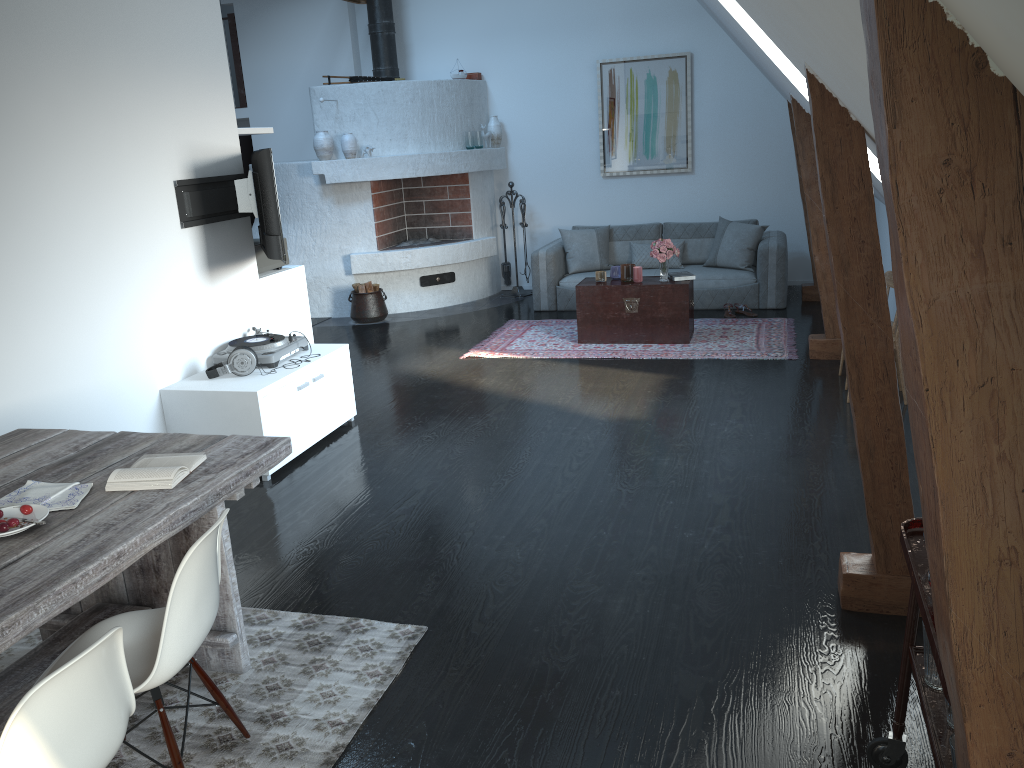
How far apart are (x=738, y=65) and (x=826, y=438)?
5.4 meters

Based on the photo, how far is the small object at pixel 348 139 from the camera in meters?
8.7 m

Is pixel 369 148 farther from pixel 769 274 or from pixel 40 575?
pixel 40 575

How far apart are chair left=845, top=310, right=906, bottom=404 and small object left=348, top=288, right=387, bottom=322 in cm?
511

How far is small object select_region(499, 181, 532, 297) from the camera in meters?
9.7 m

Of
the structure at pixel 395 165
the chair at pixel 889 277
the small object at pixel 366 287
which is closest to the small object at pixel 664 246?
the chair at pixel 889 277

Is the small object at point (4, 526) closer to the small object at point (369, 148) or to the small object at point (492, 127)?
the small object at point (369, 148)

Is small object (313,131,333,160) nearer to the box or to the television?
the box

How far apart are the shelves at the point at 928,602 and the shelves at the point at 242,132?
4.72m

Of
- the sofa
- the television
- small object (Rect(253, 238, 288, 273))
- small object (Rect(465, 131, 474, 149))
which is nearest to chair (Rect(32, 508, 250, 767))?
the television
